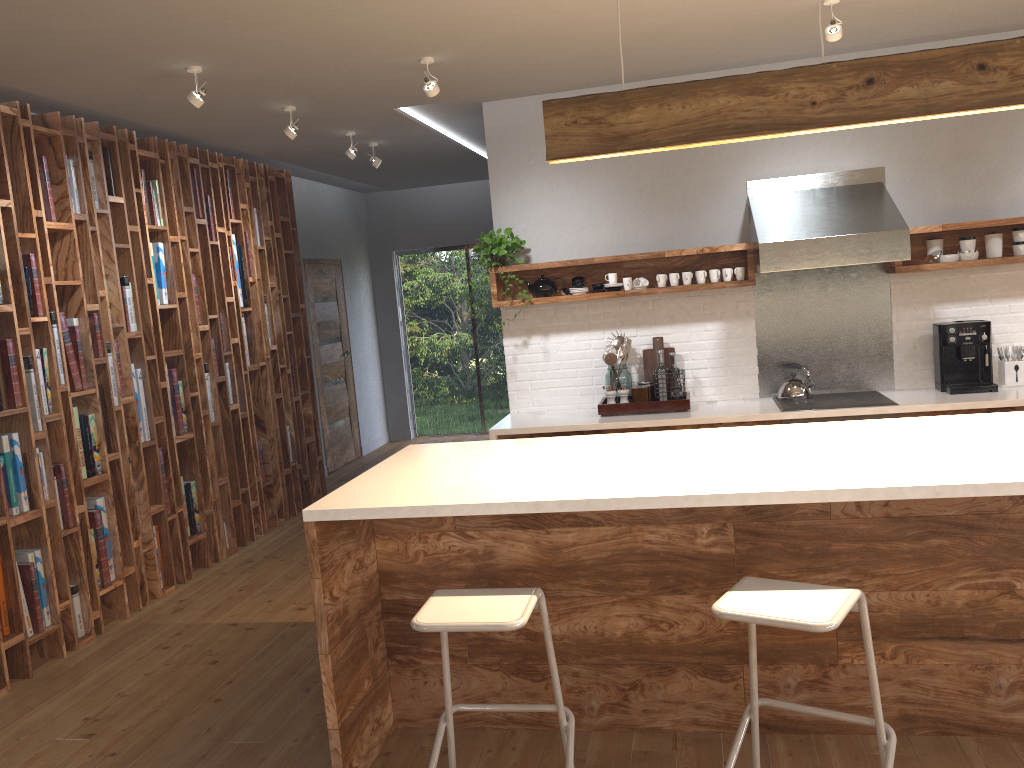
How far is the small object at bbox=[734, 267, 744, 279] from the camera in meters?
5.3

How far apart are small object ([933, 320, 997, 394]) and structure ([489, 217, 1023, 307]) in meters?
0.3

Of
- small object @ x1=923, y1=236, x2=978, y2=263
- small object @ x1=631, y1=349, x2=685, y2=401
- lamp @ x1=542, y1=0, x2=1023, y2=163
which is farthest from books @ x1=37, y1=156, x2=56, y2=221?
small object @ x1=923, y1=236, x2=978, y2=263

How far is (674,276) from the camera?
5.4m

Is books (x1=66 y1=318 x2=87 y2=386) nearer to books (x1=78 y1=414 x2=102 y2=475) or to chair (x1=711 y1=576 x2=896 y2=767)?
books (x1=78 y1=414 x2=102 y2=475)

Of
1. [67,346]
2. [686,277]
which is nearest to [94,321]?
[67,346]

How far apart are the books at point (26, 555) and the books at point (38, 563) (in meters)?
0.03

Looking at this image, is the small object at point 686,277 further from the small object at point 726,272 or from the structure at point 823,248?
the structure at point 823,248

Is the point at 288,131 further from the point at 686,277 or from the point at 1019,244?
Result: the point at 1019,244

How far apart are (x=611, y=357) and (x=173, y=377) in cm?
269
